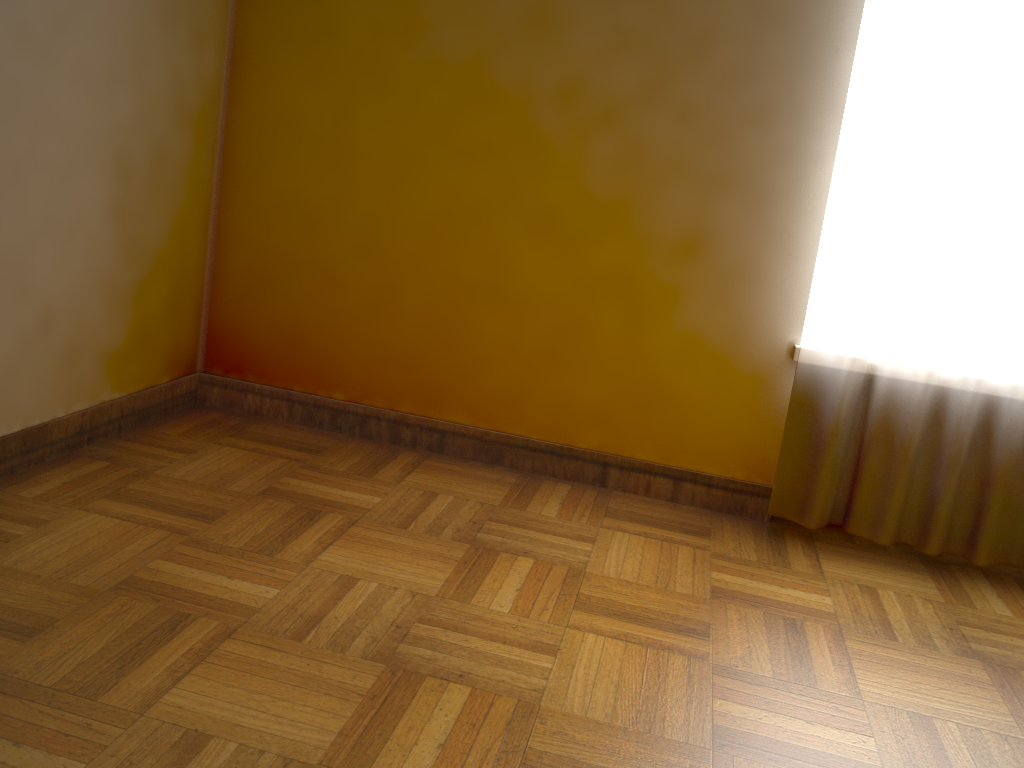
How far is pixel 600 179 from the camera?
2.3 meters

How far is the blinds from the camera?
2.0m

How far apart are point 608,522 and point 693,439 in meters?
0.4

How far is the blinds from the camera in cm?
201
